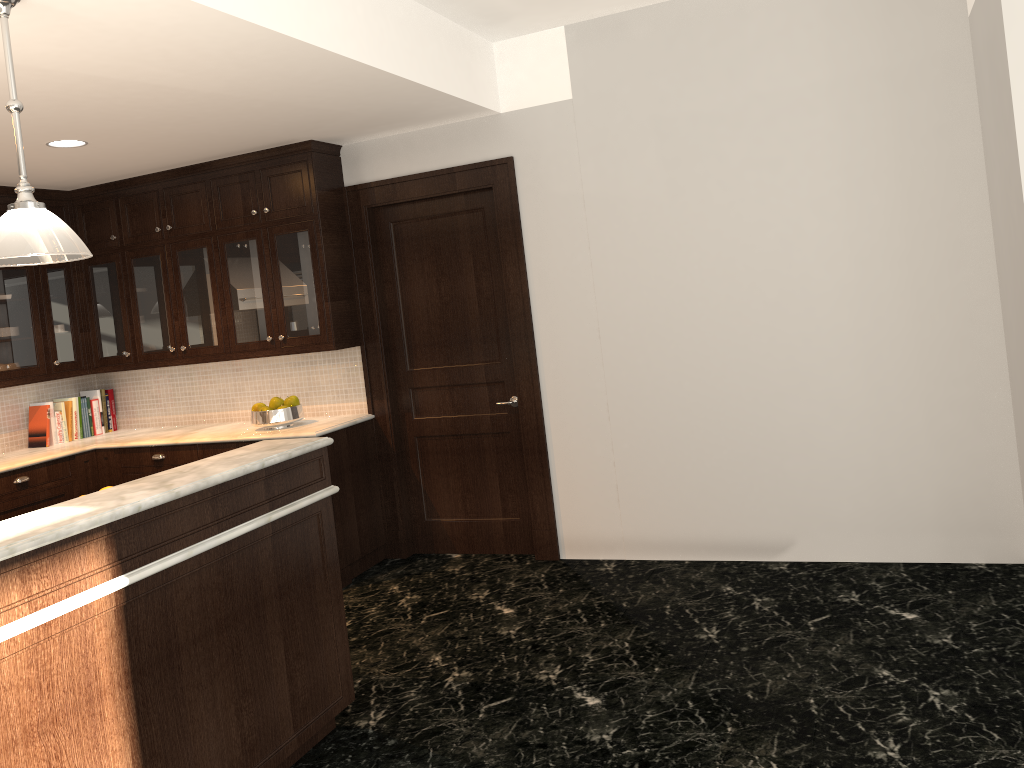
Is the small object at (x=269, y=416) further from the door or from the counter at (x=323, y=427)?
the door

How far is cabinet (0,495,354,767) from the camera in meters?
2.3 m

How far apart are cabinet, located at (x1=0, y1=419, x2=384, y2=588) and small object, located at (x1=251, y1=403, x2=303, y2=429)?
0.17m

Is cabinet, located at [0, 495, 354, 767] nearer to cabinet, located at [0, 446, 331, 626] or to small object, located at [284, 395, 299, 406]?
cabinet, located at [0, 446, 331, 626]

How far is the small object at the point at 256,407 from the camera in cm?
533

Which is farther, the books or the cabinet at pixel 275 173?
the books

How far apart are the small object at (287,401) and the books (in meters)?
1.76

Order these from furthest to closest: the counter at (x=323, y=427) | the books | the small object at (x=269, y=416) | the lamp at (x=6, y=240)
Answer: the books, the small object at (x=269, y=416), the counter at (x=323, y=427), the lamp at (x=6, y=240)

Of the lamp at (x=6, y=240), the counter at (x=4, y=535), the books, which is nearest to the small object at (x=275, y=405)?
the books

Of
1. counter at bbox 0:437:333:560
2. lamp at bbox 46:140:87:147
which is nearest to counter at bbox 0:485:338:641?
counter at bbox 0:437:333:560
